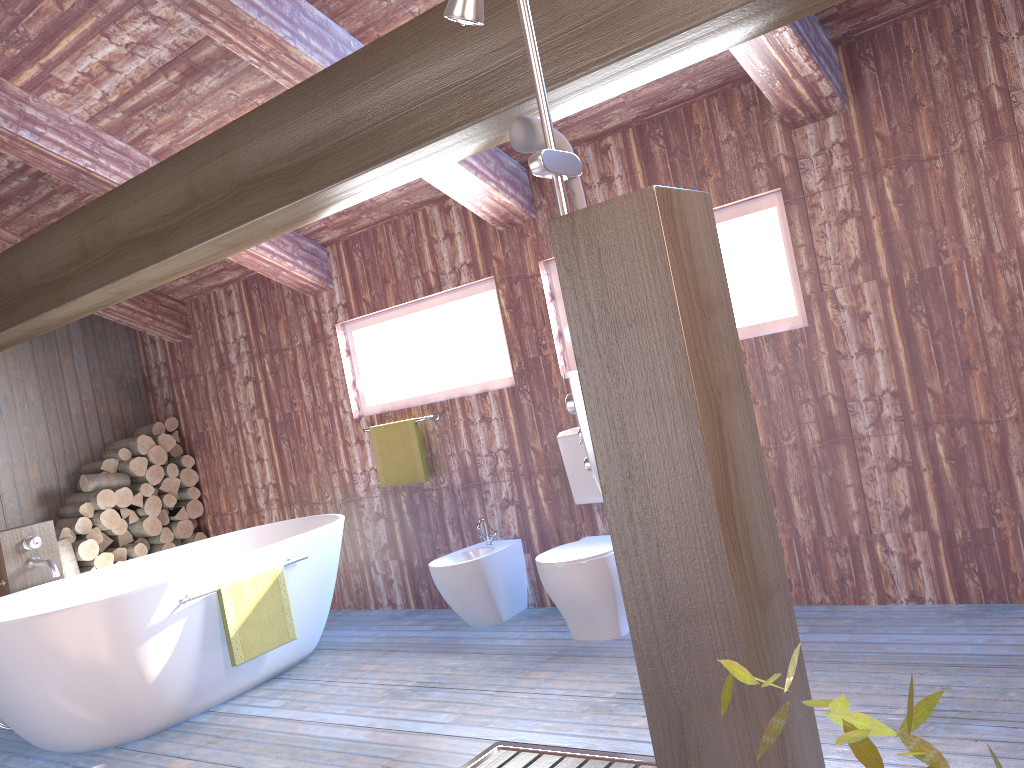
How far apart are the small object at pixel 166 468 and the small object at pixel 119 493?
0.31m

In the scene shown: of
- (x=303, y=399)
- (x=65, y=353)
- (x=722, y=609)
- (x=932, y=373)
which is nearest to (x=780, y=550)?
(x=722, y=609)

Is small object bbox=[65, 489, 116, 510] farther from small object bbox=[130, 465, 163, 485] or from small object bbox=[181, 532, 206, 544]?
small object bbox=[181, 532, 206, 544]

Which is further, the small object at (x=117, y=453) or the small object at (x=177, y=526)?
the small object at (x=177, y=526)

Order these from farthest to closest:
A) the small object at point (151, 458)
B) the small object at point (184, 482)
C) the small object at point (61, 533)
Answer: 1. the small object at point (184, 482)
2. the small object at point (151, 458)
3. the small object at point (61, 533)

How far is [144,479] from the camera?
6.10m

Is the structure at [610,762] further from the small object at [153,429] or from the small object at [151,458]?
the small object at [153,429]

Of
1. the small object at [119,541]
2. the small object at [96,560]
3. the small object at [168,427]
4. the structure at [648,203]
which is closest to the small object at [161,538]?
the small object at [119,541]

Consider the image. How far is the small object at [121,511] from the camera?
5.99m

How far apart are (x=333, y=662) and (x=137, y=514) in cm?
247
